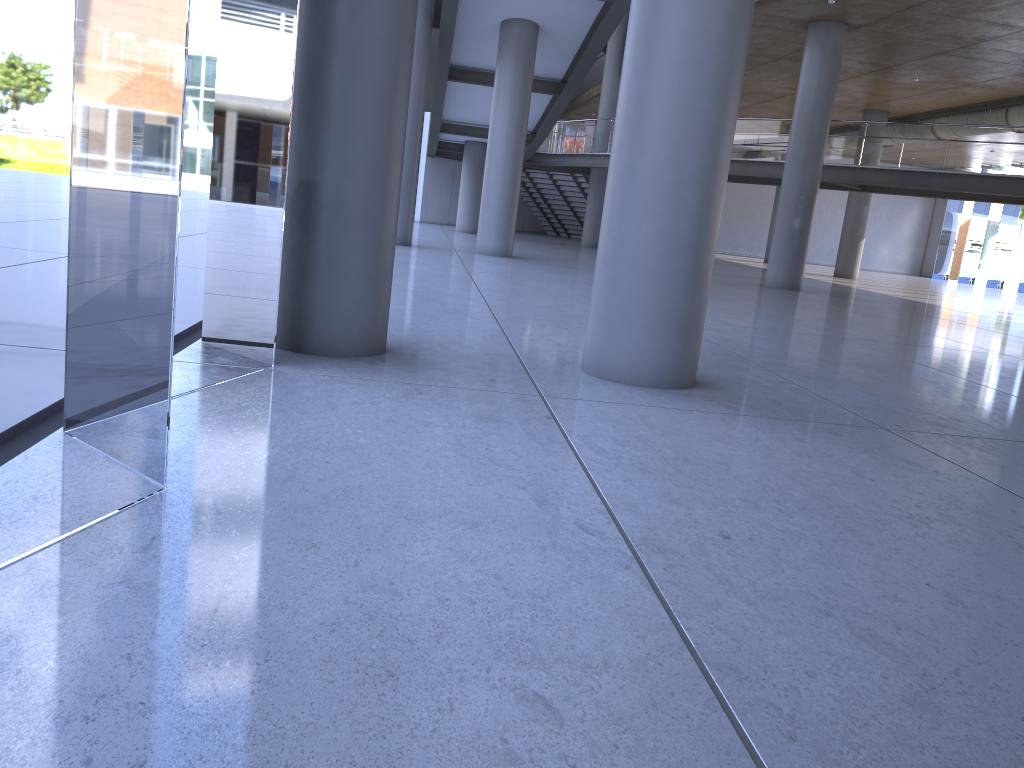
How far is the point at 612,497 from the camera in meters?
3.5 m

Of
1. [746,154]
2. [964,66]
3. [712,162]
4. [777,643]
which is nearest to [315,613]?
[777,643]
